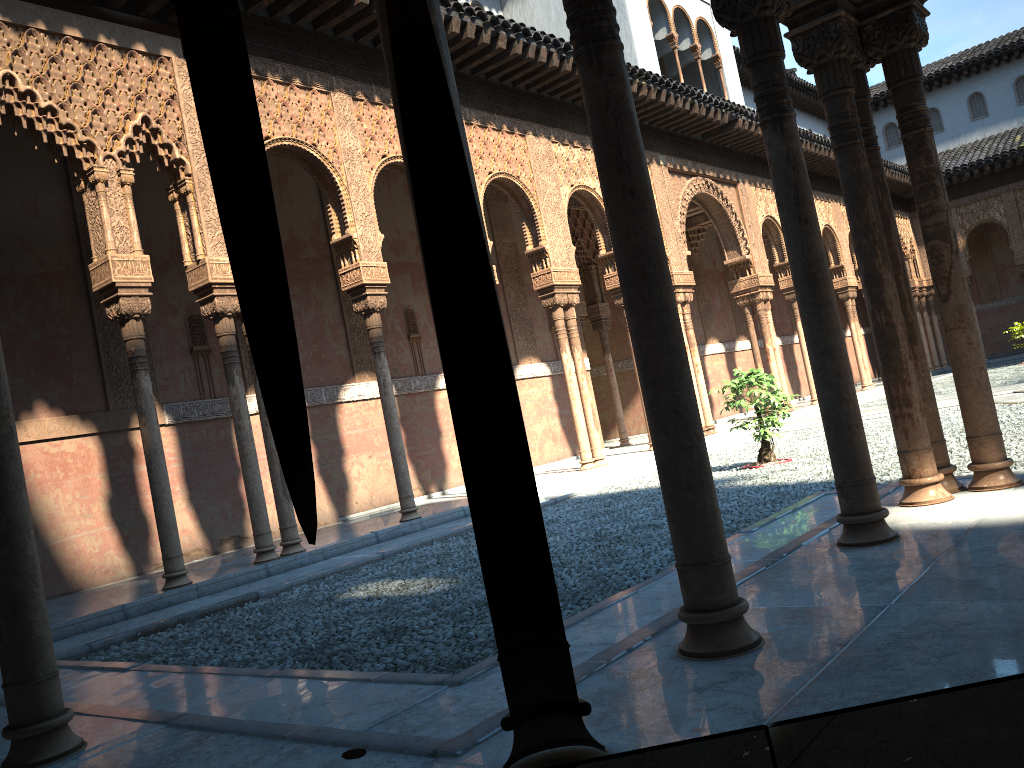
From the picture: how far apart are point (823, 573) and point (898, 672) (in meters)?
1.39
